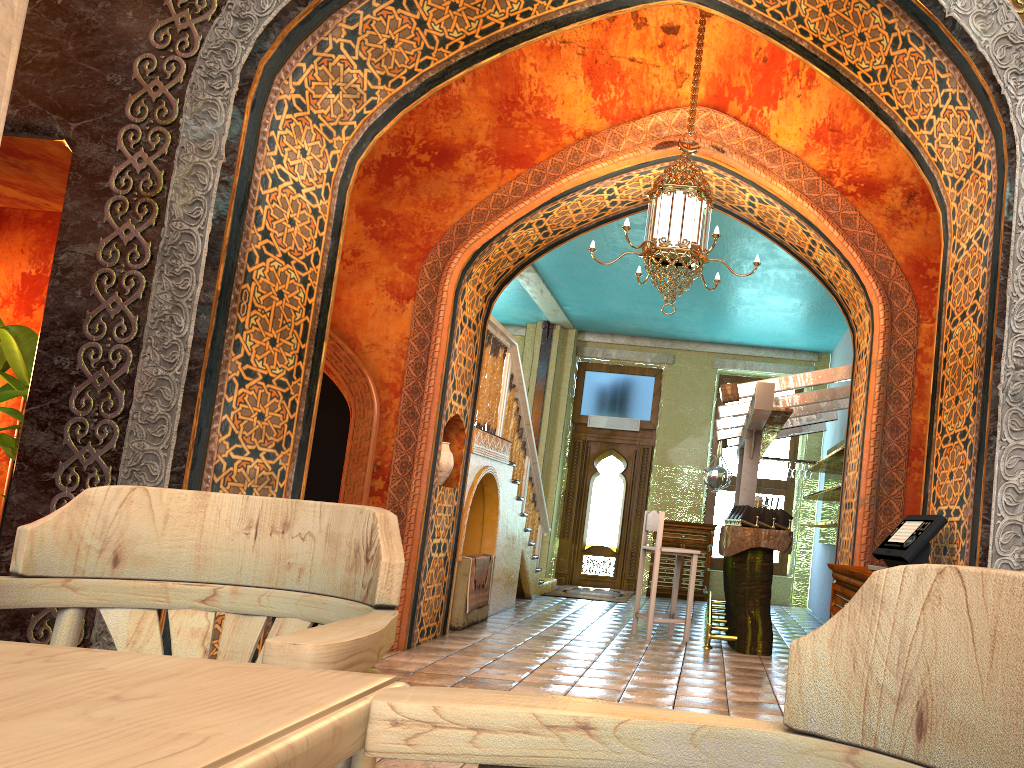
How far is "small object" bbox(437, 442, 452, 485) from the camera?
7.8 meters

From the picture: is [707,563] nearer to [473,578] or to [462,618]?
[473,578]

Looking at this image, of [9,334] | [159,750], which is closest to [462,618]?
[9,334]

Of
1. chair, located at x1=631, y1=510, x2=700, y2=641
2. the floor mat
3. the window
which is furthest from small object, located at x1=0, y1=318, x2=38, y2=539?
the window

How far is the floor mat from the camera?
12.8m

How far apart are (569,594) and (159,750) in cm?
1256

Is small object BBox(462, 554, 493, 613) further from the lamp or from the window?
the window

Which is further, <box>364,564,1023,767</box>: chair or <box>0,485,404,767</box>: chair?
<box>0,485,404,767</box>: chair

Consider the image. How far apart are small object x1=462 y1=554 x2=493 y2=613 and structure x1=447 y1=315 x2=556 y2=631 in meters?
0.3 m

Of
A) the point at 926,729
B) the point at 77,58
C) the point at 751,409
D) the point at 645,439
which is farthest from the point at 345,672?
the point at 645,439
